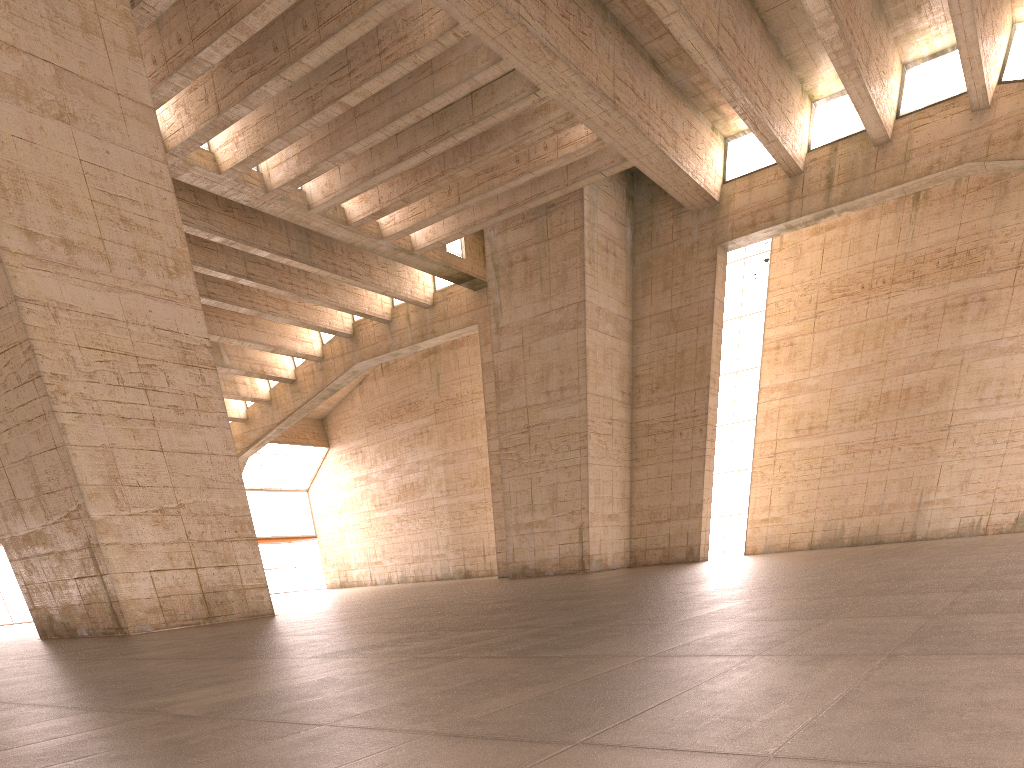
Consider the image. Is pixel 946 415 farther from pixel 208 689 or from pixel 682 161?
pixel 208 689
